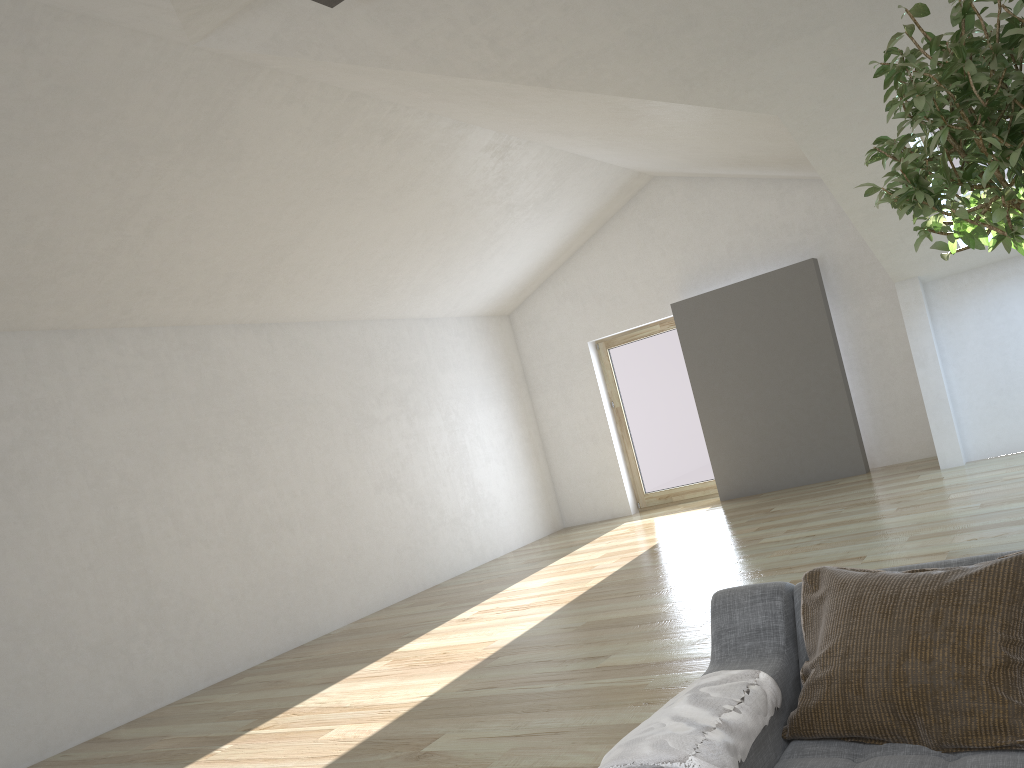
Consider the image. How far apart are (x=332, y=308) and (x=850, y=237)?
5.20m

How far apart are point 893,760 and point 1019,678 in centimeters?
28cm

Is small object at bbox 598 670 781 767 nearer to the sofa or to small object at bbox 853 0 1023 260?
the sofa

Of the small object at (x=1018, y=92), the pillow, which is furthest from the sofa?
the small object at (x=1018, y=92)

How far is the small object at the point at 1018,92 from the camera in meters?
1.9 m

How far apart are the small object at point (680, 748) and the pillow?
0.0m

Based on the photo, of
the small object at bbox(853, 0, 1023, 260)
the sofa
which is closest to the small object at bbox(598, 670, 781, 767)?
the sofa

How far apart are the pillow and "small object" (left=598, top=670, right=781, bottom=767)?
0.0 meters

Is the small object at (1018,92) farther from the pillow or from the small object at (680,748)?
the small object at (680,748)

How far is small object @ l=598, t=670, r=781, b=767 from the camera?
1.6 meters
